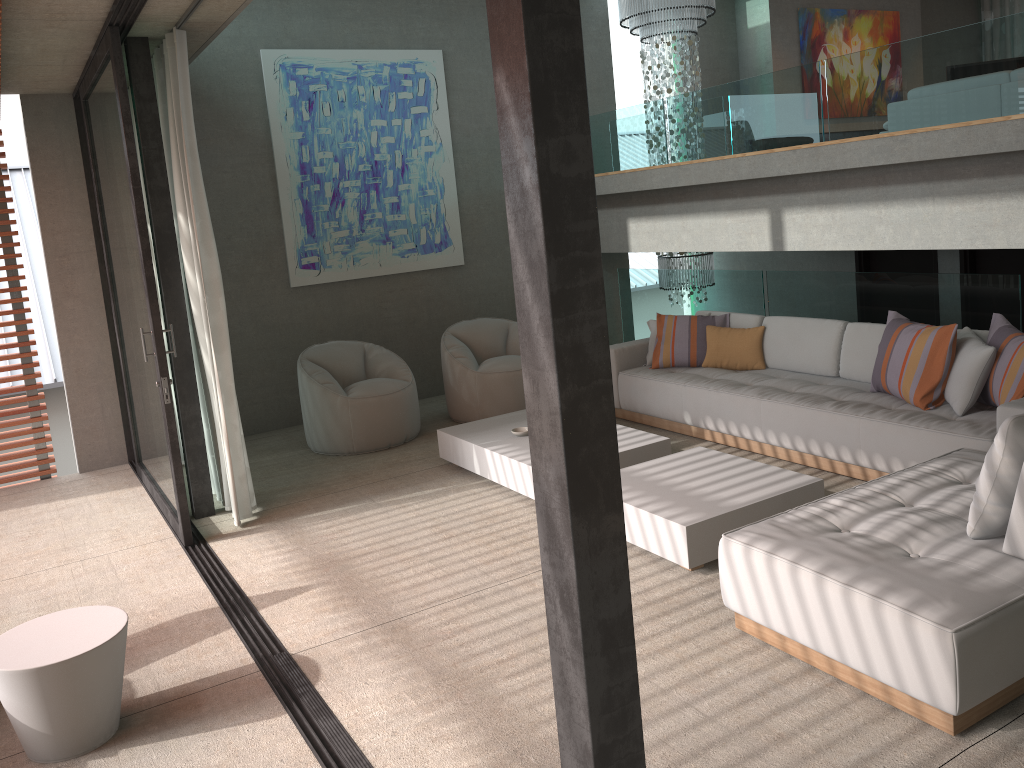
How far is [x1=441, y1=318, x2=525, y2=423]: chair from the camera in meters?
7.2 m

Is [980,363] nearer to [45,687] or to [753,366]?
[753,366]

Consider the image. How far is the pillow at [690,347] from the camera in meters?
6.7

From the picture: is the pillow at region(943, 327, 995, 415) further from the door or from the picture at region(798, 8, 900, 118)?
the picture at region(798, 8, 900, 118)

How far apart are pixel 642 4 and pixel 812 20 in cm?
244

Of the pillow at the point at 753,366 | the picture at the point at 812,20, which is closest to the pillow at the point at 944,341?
the pillow at the point at 753,366

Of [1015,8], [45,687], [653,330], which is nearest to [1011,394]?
[653,330]

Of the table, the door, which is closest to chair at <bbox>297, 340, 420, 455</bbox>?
the table

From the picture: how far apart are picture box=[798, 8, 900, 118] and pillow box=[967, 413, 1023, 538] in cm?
792

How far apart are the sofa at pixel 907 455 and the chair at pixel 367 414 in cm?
159
